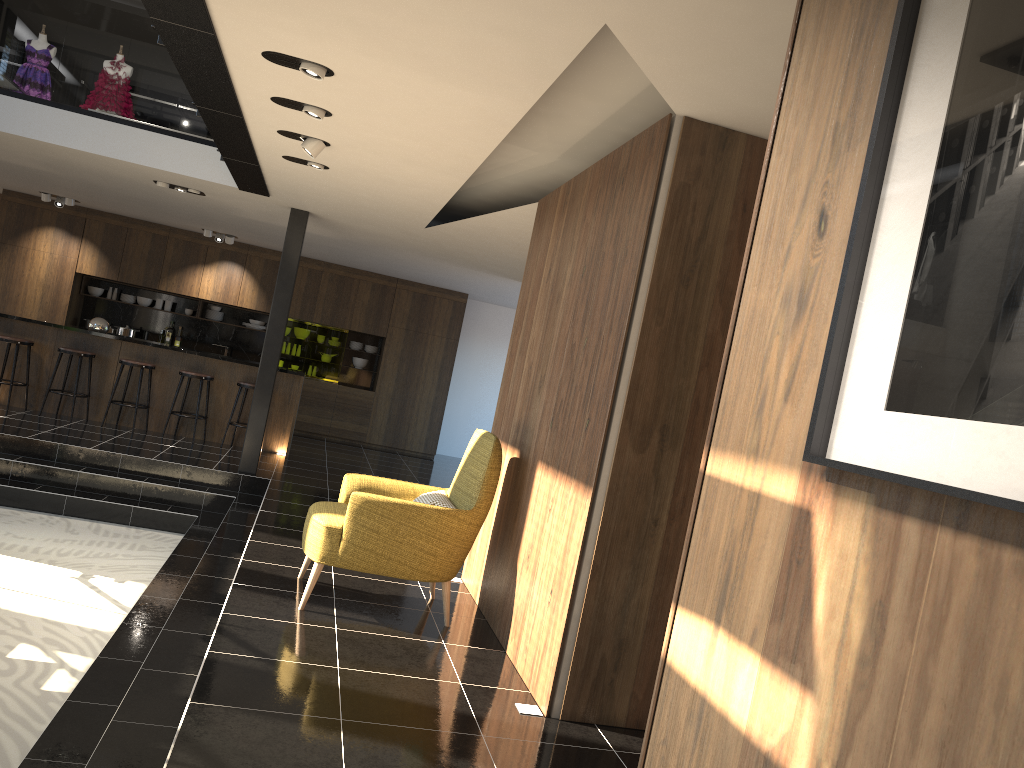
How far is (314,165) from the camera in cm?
649

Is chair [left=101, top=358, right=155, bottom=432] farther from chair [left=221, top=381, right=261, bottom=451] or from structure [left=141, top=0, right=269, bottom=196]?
structure [left=141, top=0, right=269, bottom=196]

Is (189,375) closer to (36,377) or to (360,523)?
(36,377)

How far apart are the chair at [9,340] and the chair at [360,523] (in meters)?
6.38

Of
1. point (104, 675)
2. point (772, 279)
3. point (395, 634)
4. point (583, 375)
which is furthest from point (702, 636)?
point (104, 675)

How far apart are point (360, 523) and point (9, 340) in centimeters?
706cm

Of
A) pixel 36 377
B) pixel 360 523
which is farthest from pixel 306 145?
pixel 36 377

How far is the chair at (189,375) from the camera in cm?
1020

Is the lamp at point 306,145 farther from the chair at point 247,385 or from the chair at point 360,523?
the chair at point 247,385

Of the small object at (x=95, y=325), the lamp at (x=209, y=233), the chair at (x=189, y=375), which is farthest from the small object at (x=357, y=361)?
the small object at (x=95, y=325)
